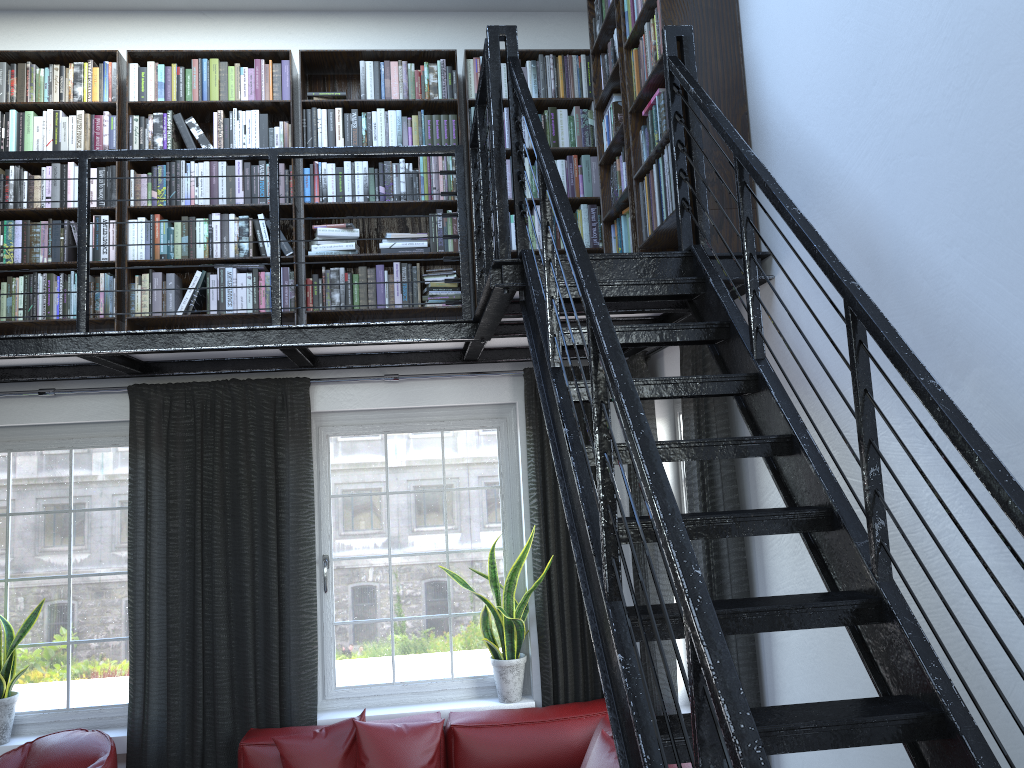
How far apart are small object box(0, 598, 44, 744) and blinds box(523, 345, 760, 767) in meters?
2.6 m

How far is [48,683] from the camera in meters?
4.7

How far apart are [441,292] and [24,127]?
2.32m

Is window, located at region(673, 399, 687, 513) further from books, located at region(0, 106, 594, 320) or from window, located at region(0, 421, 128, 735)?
window, located at region(0, 421, 128, 735)

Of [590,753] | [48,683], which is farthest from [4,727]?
[590,753]

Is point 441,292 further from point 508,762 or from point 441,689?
point 508,762

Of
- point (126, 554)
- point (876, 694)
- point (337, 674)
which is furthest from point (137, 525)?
point (876, 694)

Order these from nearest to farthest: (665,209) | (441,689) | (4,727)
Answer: (665,209), (4,727), (441,689)

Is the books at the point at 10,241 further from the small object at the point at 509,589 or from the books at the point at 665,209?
the small object at the point at 509,589

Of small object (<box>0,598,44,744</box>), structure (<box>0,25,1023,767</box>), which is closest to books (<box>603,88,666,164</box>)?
structure (<box>0,25,1023,767</box>)
